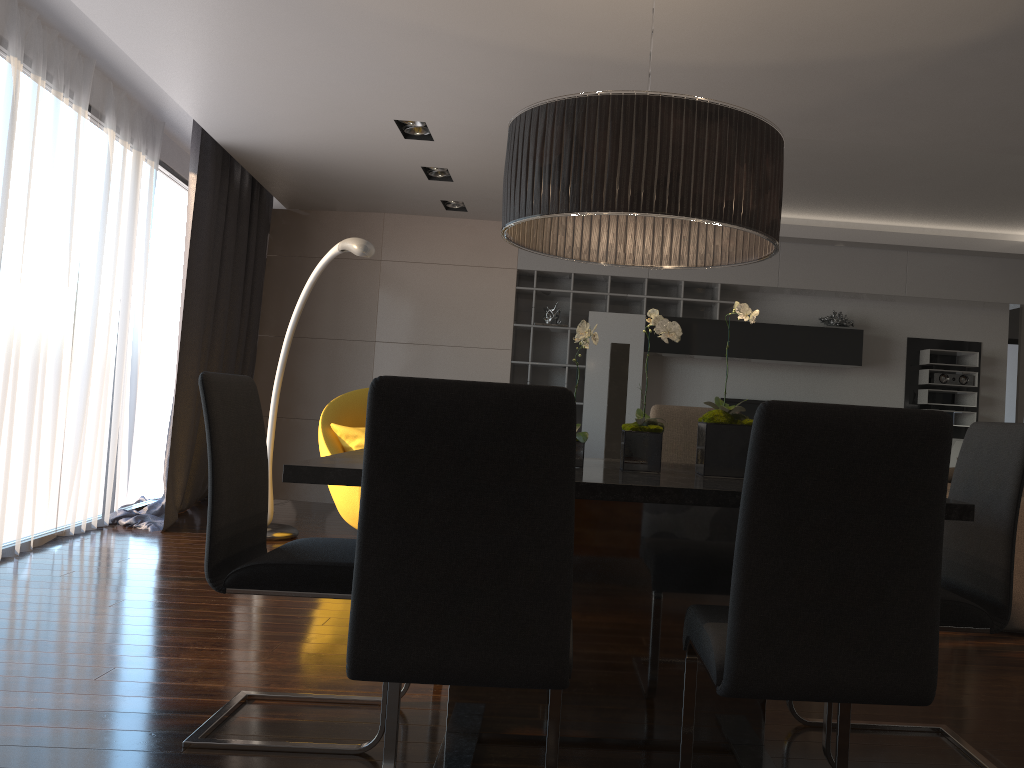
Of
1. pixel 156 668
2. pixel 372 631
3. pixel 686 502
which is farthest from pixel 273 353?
pixel 372 631

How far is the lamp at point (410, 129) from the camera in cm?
528

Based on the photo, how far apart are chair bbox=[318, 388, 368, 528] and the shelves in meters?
1.8

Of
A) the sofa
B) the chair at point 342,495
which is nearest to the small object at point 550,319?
the chair at point 342,495

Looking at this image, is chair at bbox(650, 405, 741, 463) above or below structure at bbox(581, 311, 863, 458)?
below

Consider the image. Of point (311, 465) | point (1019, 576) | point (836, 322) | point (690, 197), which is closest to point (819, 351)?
point (836, 322)

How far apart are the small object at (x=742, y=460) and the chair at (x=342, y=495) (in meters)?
2.98

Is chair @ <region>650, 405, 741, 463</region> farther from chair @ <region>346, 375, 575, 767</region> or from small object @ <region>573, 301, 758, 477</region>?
chair @ <region>346, 375, 575, 767</region>

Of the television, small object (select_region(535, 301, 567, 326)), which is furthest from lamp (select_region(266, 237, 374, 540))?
the television

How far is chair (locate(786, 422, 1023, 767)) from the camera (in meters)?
2.26
